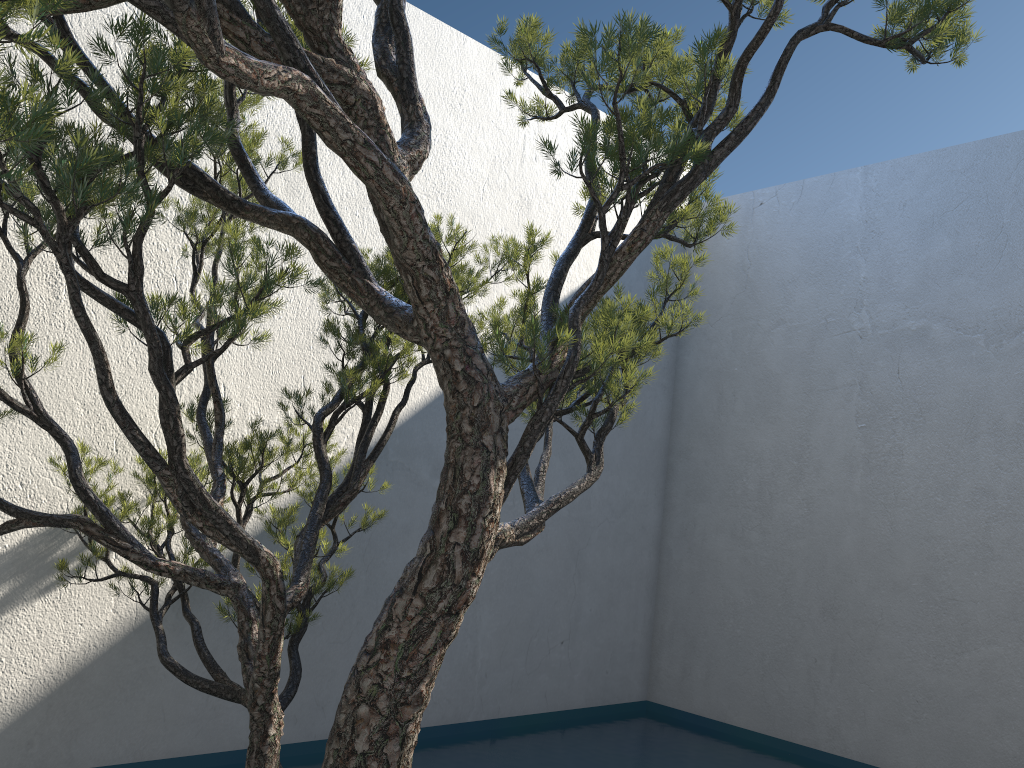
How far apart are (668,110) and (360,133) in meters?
0.8

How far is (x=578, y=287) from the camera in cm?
442

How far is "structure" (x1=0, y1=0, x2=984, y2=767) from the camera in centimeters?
148cm

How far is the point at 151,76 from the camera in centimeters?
148cm

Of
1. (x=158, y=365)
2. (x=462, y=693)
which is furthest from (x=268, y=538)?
(x=462, y=693)

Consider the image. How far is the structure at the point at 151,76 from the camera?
1.48m
